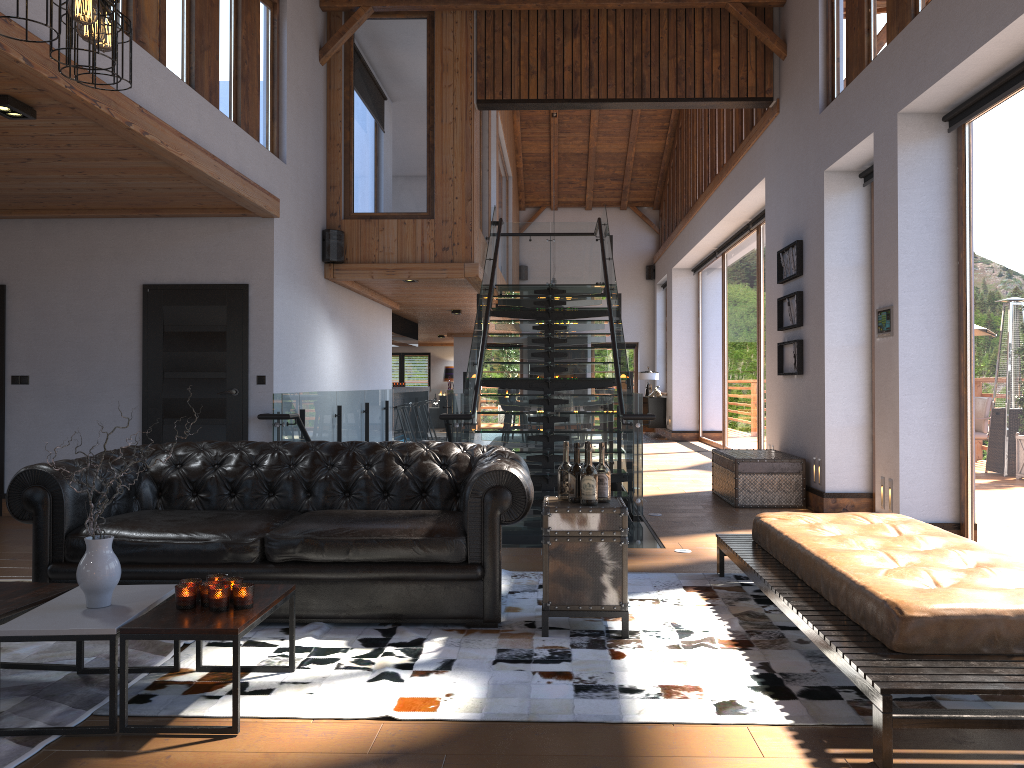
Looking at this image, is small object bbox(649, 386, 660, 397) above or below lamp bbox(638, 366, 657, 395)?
below

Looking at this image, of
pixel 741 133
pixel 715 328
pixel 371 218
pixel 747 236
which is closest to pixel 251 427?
pixel 371 218

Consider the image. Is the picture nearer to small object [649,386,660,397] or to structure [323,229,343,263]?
structure [323,229,343,263]

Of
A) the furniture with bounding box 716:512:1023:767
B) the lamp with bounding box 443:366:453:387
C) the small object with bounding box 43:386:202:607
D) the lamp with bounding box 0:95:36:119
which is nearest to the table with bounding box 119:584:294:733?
the small object with bounding box 43:386:202:607

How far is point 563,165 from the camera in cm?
1990

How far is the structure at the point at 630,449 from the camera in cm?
788

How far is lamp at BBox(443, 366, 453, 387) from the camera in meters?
26.4

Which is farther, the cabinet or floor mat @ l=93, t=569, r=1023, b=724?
the cabinet

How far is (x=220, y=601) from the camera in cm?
320

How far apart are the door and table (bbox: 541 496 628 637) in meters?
4.3 m
